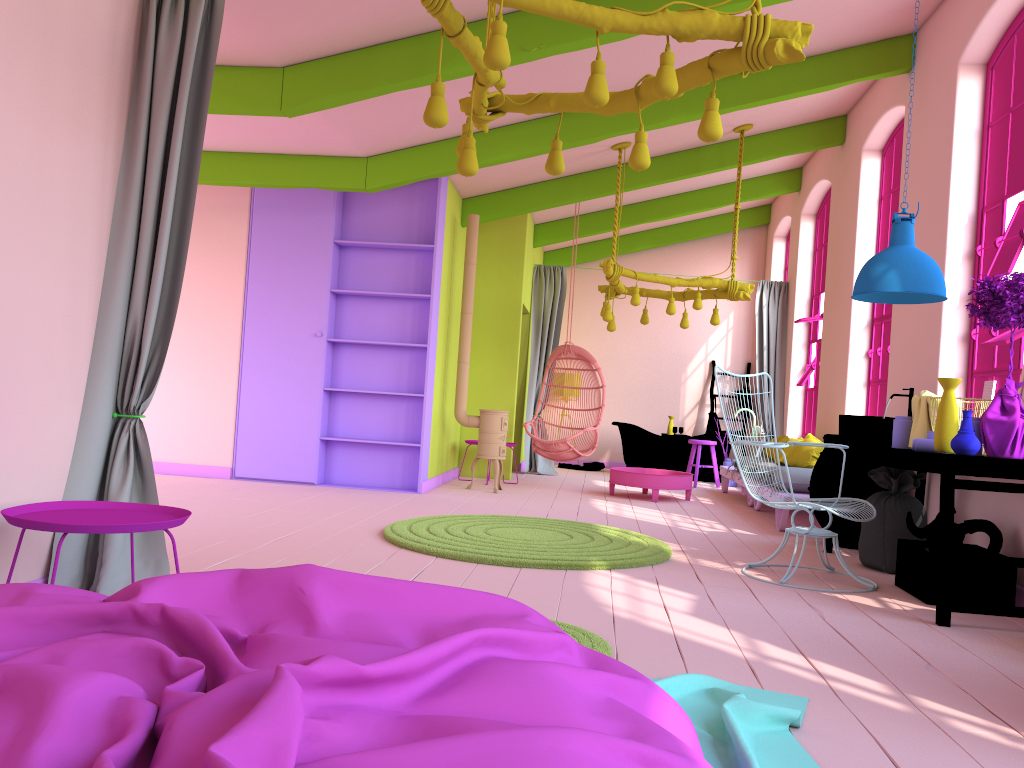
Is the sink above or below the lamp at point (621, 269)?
below

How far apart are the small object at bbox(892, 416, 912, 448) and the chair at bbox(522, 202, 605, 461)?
4.43m

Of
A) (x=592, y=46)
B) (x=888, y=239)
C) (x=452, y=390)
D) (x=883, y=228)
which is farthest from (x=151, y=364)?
(x=883, y=228)

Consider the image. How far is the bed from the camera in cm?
129

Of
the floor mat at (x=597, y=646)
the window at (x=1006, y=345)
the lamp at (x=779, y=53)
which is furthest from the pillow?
the floor mat at (x=597, y=646)

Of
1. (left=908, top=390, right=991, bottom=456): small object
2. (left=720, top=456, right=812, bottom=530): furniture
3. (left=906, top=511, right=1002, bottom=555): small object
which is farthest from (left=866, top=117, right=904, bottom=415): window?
(left=906, top=511, right=1002, bottom=555): small object

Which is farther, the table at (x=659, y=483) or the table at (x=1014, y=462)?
the table at (x=659, y=483)

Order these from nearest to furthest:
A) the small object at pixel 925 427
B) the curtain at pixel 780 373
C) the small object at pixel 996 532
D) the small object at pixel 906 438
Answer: the small object at pixel 996 532 → the small object at pixel 925 427 → the small object at pixel 906 438 → the curtain at pixel 780 373

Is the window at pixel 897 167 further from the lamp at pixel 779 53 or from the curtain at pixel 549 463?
the lamp at pixel 779 53

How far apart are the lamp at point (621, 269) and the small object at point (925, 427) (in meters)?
3.40
